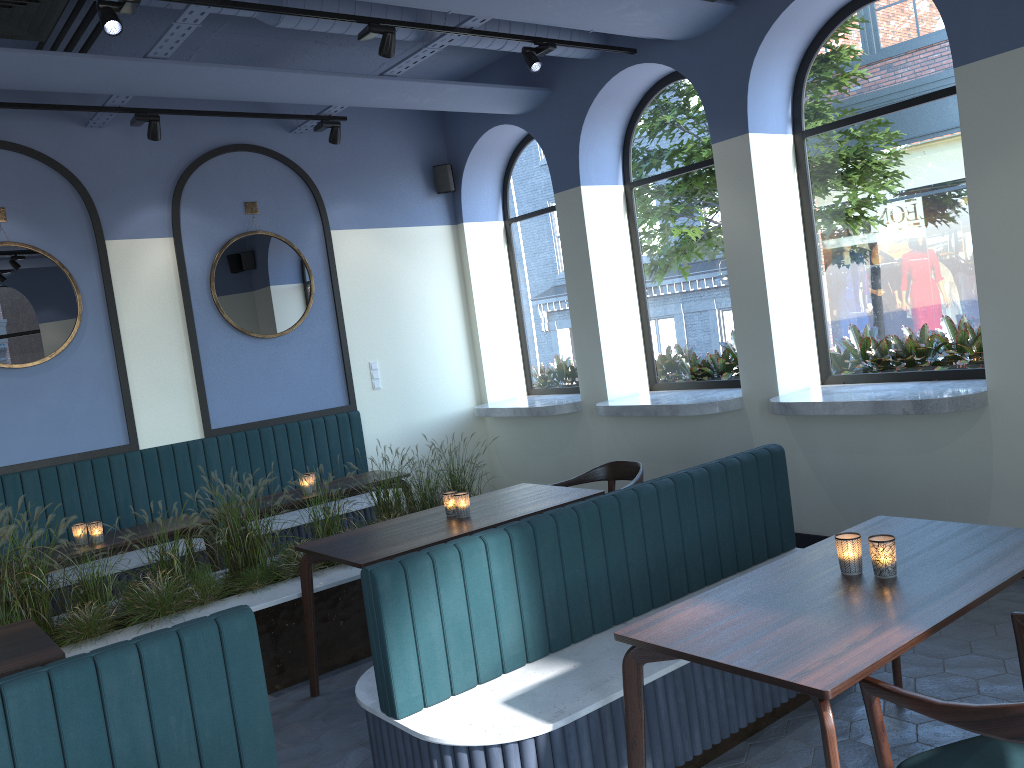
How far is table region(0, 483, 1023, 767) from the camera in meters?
2.2

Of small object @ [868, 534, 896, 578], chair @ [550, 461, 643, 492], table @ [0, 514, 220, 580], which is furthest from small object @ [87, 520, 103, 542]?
small object @ [868, 534, 896, 578]

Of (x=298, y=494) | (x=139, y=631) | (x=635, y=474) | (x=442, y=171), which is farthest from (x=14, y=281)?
(x=635, y=474)

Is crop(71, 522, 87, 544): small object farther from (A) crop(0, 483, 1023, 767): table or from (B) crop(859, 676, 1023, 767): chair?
(B) crop(859, 676, 1023, 767): chair

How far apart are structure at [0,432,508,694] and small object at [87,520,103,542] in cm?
48

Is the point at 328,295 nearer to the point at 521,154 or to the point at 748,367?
the point at 521,154

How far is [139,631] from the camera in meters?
4.2 m

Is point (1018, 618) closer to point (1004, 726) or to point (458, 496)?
point (1004, 726)

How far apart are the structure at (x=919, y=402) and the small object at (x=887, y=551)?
2.2m

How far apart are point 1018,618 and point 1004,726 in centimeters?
67cm
